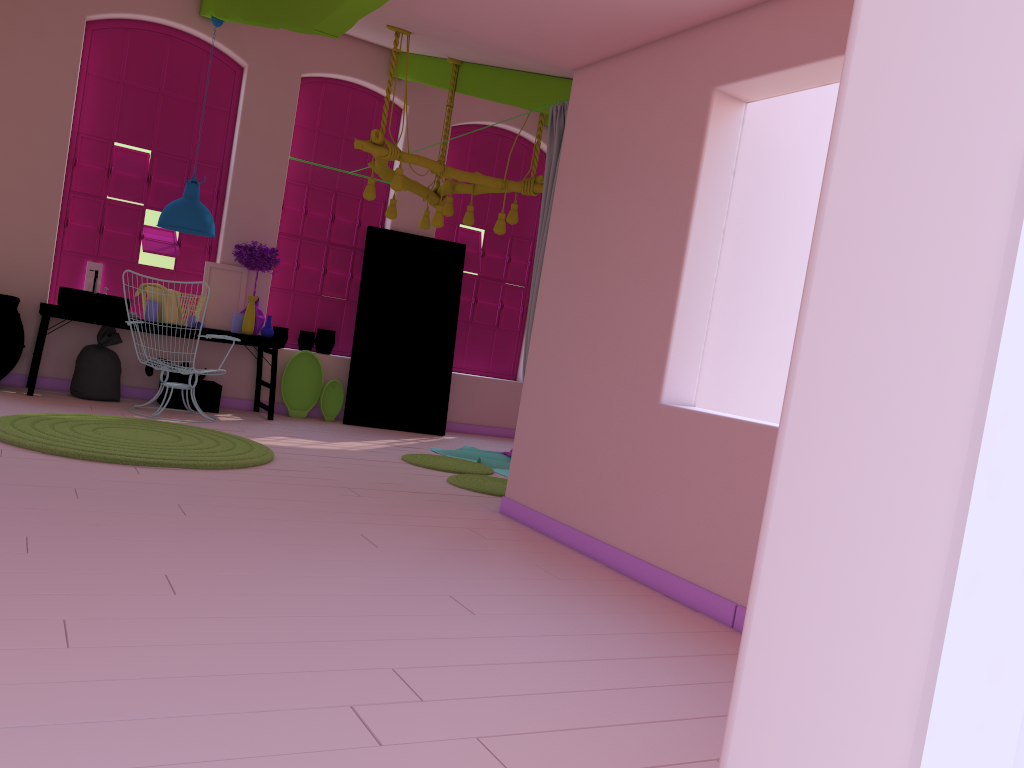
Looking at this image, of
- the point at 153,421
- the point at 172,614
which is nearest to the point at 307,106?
the point at 153,421

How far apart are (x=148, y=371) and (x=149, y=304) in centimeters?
65cm

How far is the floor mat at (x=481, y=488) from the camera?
6.6 meters

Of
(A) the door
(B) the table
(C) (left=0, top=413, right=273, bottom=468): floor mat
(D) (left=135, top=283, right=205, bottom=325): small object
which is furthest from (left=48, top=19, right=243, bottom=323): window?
(C) (left=0, top=413, right=273, bottom=468): floor mat

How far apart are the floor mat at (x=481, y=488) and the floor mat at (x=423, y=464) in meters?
0.3 m

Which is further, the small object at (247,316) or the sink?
the small object at (247,316)

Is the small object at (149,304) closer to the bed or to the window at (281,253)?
the window at (281,253)

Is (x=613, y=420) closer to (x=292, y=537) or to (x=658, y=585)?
(x=658, y=585)

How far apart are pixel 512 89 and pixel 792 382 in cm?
667

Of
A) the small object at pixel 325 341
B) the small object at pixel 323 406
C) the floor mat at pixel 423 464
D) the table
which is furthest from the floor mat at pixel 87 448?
the small object at pixel 325 341
